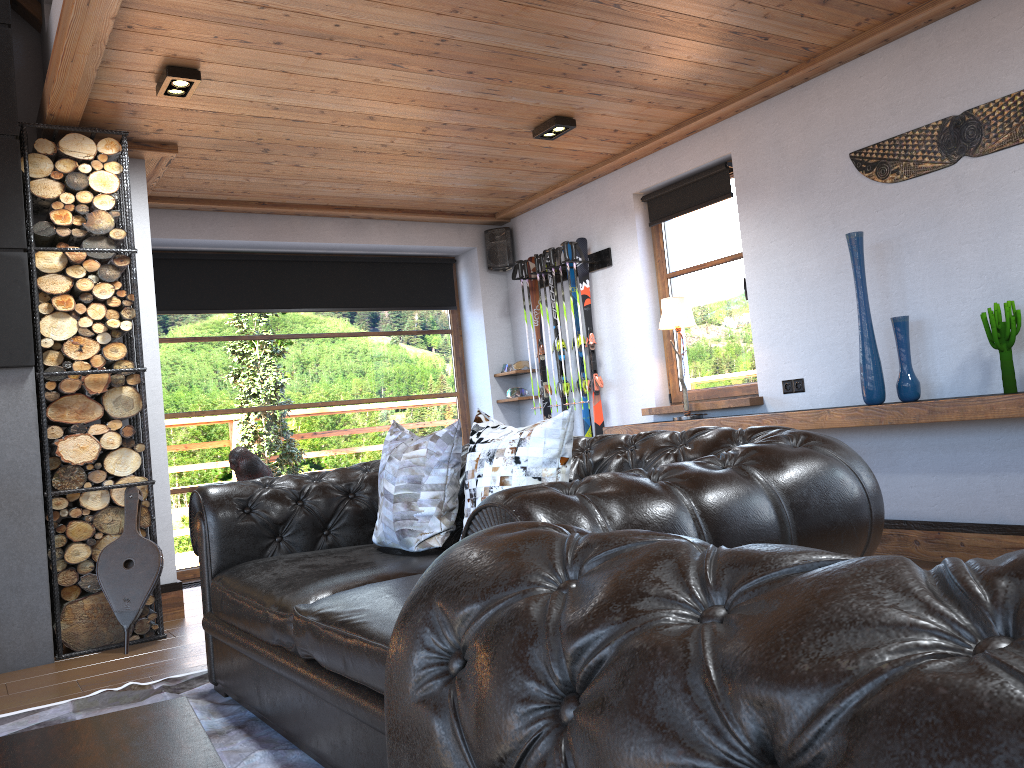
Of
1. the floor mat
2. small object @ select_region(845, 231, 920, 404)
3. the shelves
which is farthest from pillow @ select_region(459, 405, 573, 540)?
small object @ select_region(845, 231, 920, 404)

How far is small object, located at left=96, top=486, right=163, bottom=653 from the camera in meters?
4.3 m

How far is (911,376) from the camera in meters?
4.3

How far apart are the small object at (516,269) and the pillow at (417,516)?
3.8 meters

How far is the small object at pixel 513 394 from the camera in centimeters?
734cm

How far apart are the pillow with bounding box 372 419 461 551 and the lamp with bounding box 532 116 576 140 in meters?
2.5 m

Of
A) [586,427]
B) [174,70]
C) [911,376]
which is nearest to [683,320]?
[586,427]

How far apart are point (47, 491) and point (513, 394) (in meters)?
3.82

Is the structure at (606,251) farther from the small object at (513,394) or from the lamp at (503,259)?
the small object at (513,394)

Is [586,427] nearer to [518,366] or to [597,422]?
[597,422]
